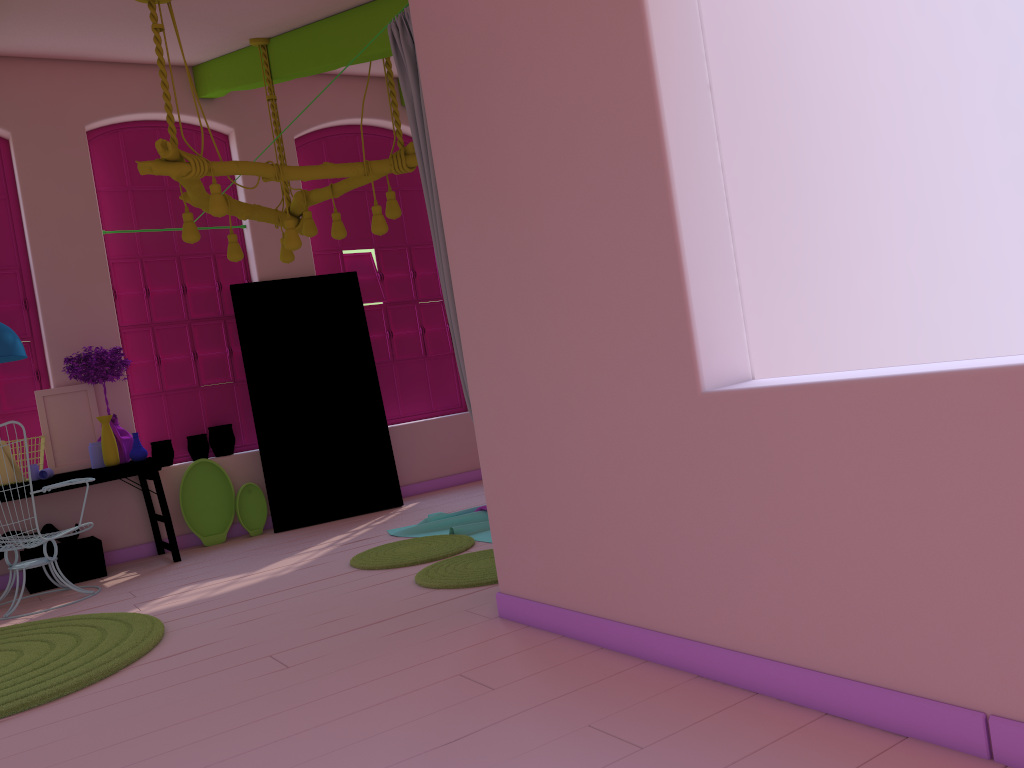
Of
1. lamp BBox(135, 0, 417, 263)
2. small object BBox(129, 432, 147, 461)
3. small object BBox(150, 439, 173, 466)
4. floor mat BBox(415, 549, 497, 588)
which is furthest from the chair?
floor mat BBox(415, 549, 497, 588)

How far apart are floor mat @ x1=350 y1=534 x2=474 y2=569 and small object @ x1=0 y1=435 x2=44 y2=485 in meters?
2.8

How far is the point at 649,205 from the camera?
2.8m

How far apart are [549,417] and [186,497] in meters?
5.0 m

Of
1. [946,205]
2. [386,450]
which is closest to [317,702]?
[946,205]

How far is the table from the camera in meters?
6.5

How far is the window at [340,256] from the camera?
8.65m

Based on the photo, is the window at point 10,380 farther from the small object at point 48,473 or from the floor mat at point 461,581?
the floor mat at point 461,581

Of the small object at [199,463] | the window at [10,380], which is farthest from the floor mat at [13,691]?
the window at [10,380]

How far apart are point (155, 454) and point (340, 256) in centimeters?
257cm
